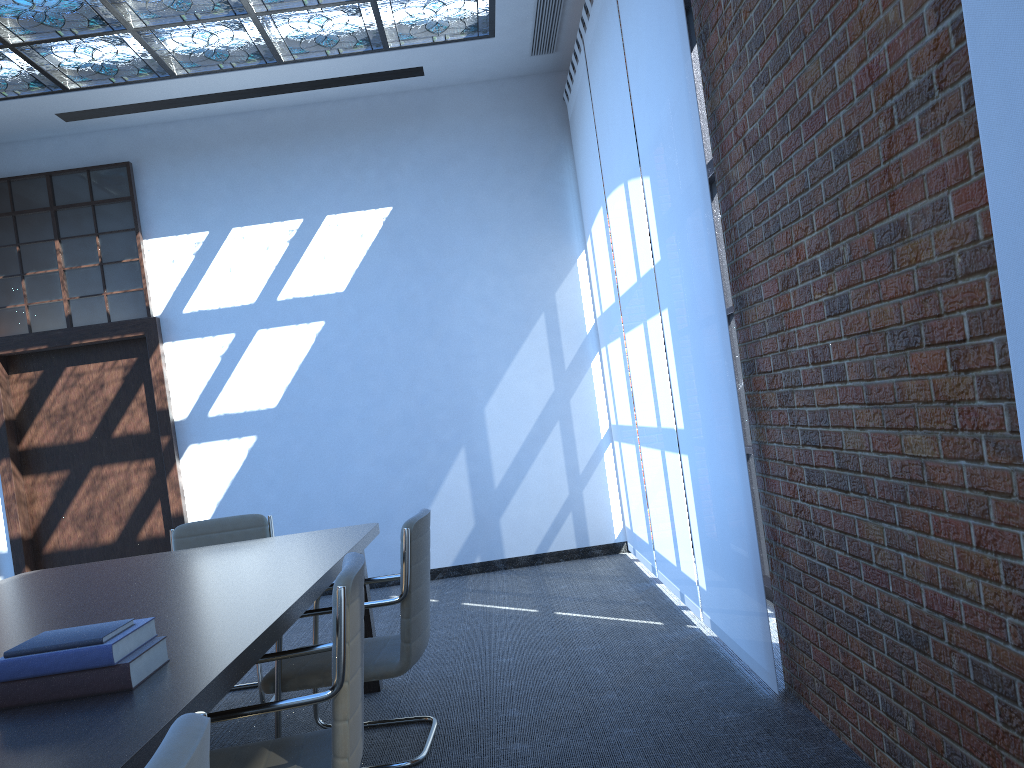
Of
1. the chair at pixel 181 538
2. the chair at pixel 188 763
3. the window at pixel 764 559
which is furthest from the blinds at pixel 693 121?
the chair at pixel 188 763

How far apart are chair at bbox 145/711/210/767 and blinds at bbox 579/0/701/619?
3.8m

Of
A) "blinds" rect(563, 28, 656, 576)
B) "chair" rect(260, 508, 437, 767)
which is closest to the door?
"blinds" rect(563, 28, 656, 576)

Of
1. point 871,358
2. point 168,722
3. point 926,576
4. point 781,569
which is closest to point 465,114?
point 781,569

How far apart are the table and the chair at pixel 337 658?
0.1 meters

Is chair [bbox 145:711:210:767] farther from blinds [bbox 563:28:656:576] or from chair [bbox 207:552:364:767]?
blinds [bbox 563:28:656:576]

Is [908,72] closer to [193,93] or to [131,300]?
[193,93]

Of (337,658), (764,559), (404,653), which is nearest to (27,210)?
(404,653)

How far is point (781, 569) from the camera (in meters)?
3.43

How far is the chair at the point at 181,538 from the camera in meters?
4.7
